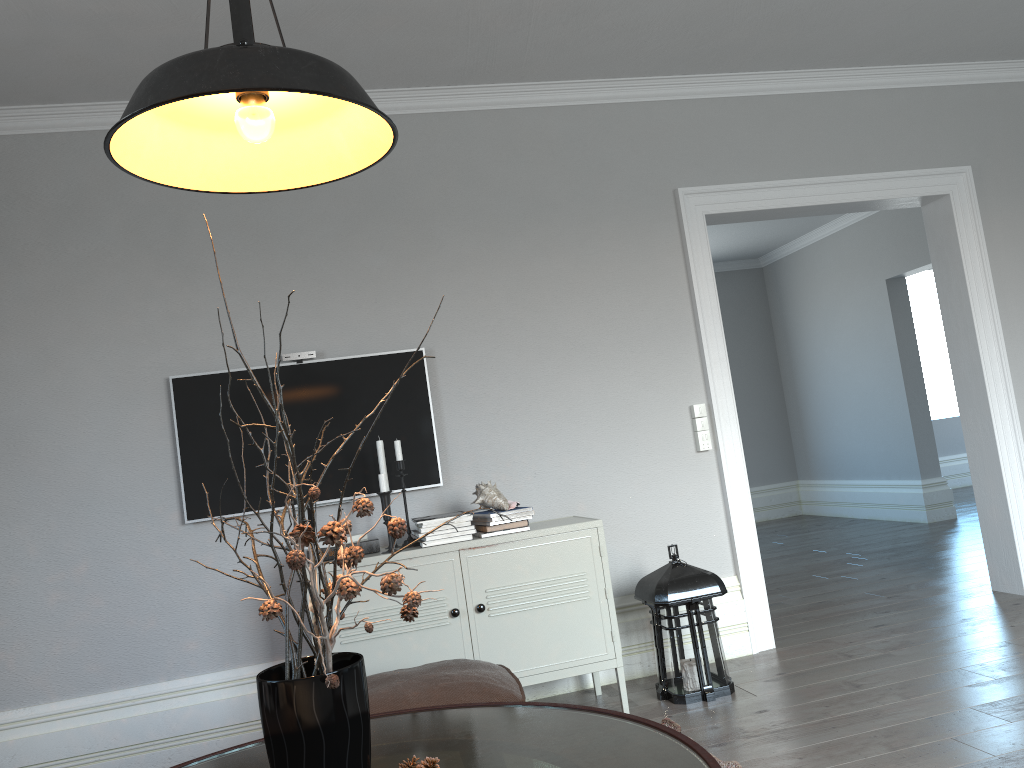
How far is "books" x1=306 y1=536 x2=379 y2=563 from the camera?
3.4 meters

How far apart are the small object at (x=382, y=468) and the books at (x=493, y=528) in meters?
0.5 m

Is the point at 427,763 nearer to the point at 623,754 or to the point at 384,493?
the point at 623,754

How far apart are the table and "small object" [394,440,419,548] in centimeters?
138cm

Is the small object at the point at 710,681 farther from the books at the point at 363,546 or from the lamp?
the lamp

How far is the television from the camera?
3.6 meters

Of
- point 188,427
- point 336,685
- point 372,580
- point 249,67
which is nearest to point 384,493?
point 372,580

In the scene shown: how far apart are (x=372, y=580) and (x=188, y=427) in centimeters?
105cm

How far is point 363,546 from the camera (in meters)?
3.42

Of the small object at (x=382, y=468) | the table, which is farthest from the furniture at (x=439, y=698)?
the small object at (x=382, y=468)
